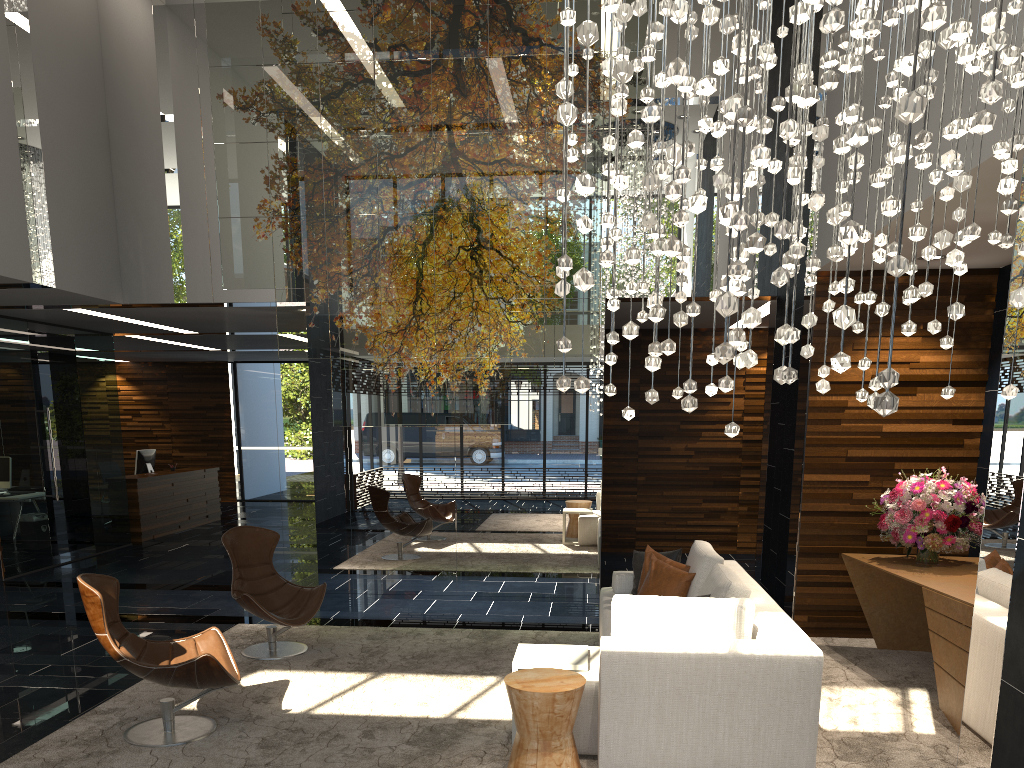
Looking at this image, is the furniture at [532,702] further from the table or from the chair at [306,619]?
the chair at [306,619]

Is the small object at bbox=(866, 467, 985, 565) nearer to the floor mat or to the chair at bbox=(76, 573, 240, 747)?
the floor mat

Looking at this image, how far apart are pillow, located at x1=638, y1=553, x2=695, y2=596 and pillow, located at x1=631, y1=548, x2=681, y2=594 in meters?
0.2 m

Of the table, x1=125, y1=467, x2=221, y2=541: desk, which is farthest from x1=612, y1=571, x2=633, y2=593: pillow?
x1=125, y1=467, x2=221, y2=541: desk

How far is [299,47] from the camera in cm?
751

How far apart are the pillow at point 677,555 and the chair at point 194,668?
2.80m

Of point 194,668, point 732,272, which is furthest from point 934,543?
point 732,272

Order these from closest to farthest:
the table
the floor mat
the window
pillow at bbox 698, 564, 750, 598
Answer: the floor mat < the table < pillow at bbox 698, 564, 750, 598 < the window

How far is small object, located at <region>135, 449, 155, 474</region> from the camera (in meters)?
13.23

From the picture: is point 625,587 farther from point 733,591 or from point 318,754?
point 318,754
